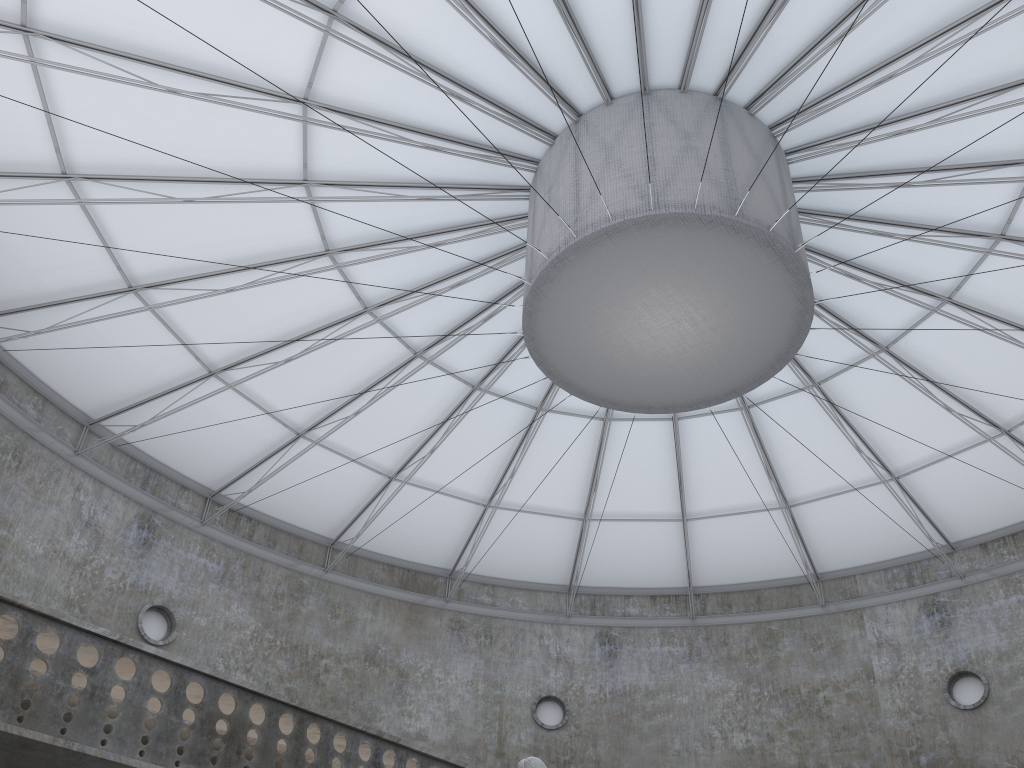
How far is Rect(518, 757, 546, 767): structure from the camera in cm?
1528

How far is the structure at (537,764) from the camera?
15.28m

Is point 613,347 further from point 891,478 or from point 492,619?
point 492,619

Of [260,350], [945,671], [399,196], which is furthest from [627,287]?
[945,671]

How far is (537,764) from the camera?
15.3m
